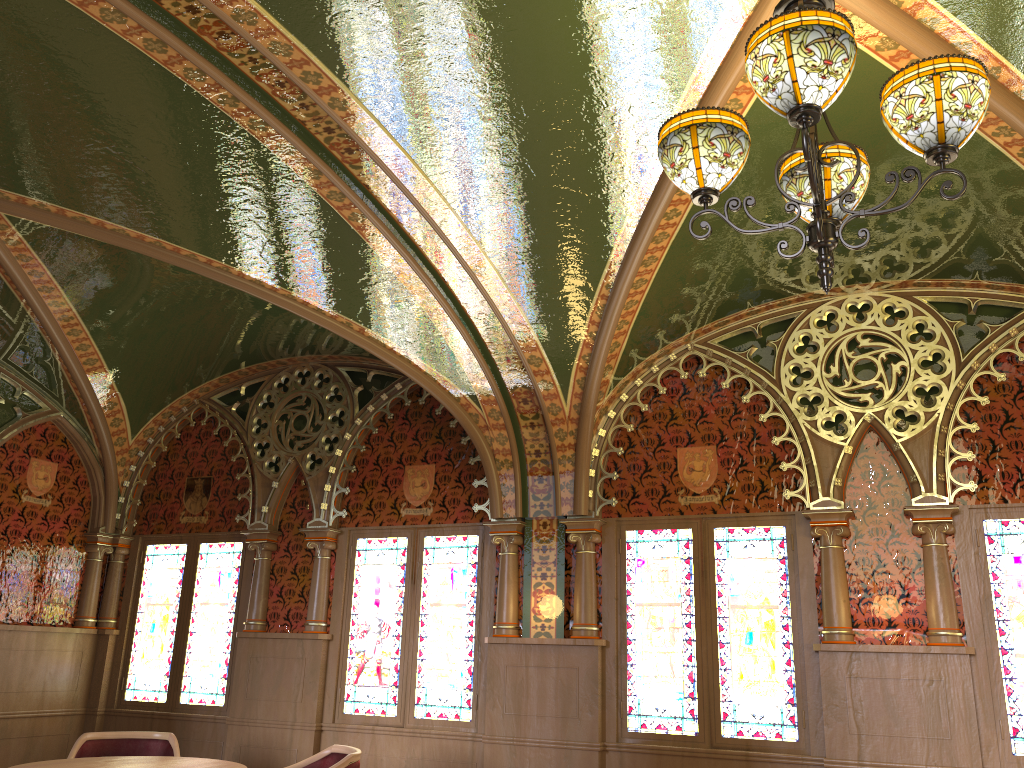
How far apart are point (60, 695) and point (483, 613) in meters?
3.5 m

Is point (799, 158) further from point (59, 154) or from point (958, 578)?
point (59, 154)

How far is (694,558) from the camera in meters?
5.6

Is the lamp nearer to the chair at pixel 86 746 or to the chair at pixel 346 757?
the chair at pixel 346 757

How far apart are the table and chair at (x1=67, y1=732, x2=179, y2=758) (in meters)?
0.50

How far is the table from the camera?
4.6 meters

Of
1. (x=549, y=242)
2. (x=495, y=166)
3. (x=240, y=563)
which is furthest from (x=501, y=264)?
(x=240, y=563)

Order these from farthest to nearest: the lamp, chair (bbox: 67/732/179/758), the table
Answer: chair (bbox: 67/732/179/758), the table, the lamp

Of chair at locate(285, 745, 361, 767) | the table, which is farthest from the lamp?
the table

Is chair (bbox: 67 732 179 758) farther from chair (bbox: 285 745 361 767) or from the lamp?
the lamp
